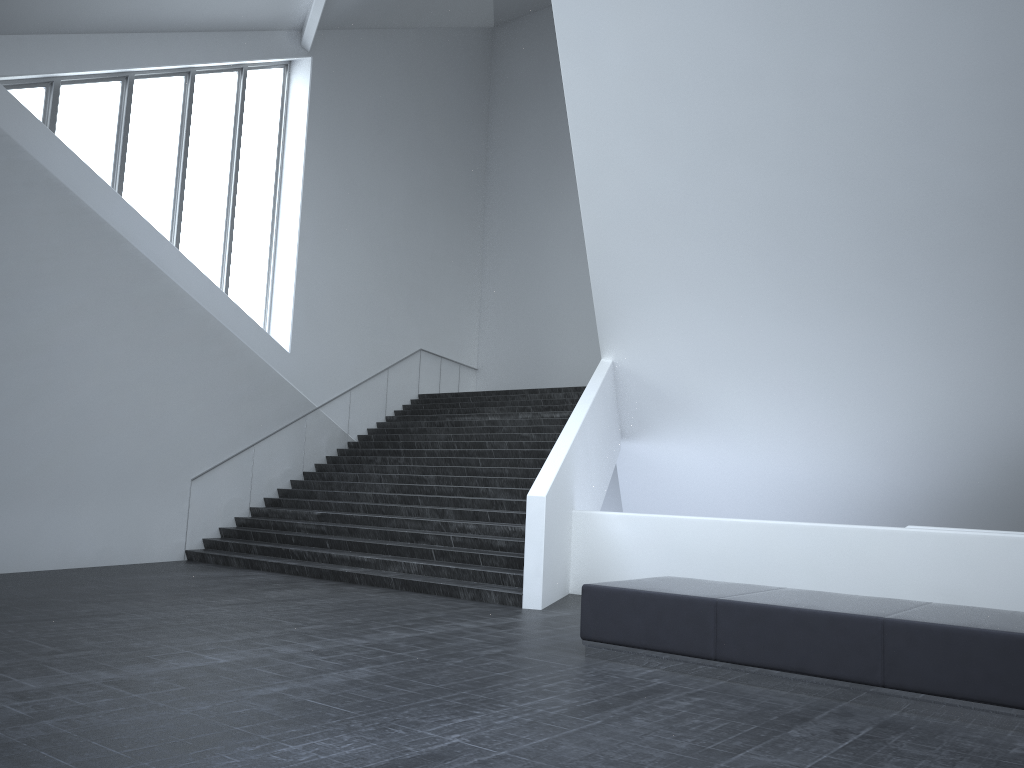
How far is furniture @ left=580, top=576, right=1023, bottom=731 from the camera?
5.4 meters

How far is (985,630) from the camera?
5.4 meters

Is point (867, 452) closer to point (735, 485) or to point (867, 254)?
point (735, 485)
